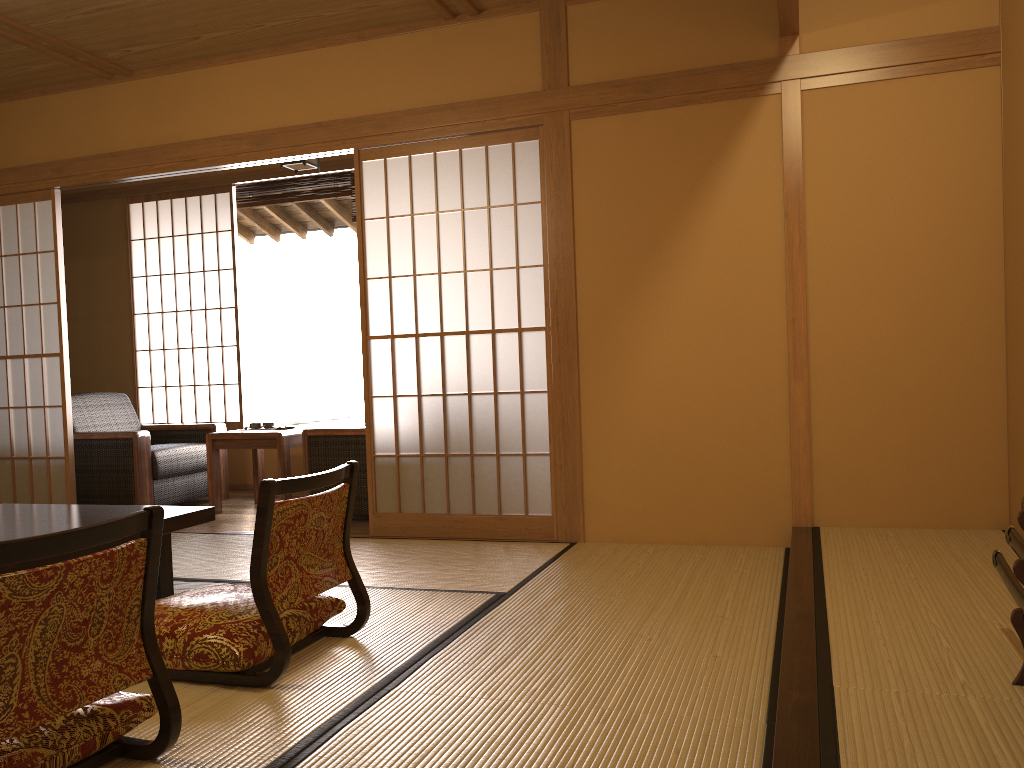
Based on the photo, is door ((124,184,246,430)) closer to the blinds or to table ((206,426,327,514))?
the blinds

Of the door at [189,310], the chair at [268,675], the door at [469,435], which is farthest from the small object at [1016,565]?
the door at [189,310]

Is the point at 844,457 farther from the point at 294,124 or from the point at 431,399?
the point at 431,399

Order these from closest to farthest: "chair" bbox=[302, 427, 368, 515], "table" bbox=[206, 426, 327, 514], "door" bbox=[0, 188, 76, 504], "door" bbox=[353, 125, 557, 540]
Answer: "door" bbox=[353, 125, 557, 540]
"chair" bbox=[302, 427, 368, 515]
"door" bbox=[0, 188, 76, 504]
"table" bbox=[206, 426, 327, 514]

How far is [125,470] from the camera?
5.3m

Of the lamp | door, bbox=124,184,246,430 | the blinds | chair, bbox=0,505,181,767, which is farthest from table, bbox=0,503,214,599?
the blinds

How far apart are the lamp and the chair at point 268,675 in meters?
3.1

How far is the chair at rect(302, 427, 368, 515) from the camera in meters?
4.8

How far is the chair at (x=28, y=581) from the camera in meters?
1.6 m

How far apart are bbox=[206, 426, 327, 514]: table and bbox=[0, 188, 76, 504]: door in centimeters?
75cm
